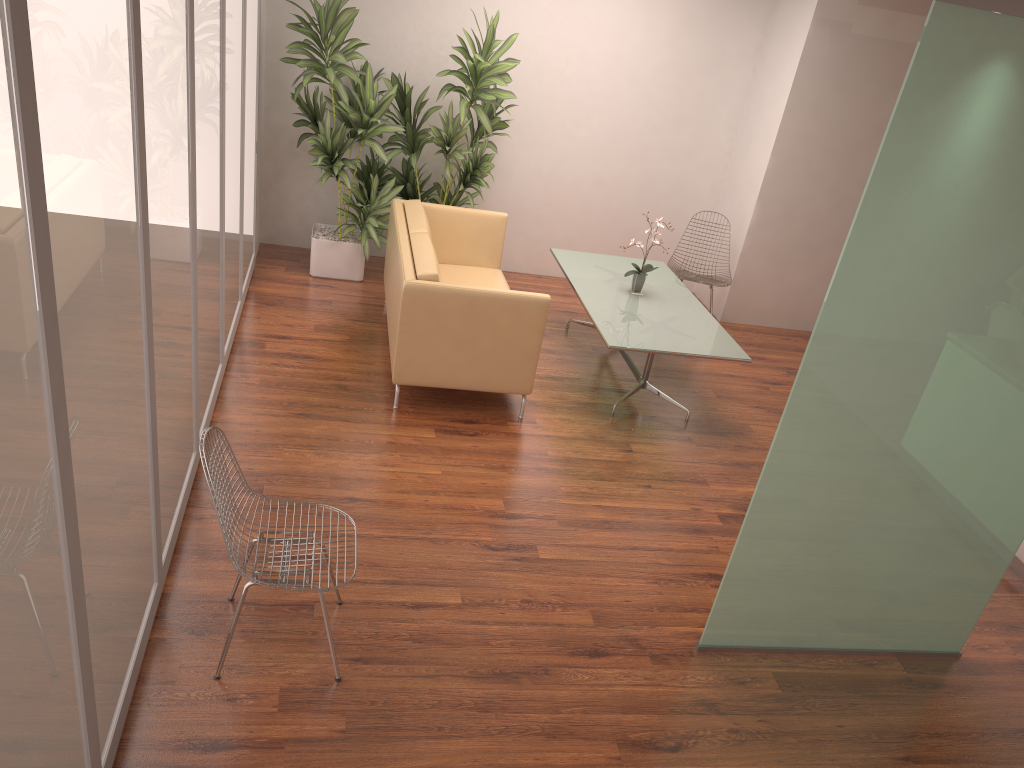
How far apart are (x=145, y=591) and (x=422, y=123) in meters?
4.6 m

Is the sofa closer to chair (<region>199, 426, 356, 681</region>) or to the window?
the window

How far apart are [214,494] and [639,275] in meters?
4.0

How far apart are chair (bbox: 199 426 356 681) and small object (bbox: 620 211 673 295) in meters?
3.5 m

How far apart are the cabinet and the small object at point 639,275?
2.82m

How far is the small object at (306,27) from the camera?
6.35m

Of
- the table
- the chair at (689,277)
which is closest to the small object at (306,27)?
the table

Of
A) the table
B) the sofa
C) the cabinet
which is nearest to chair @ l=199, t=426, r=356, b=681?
the sofa

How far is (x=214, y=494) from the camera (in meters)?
2.90

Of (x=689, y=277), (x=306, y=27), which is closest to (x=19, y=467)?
(x=306, y=27)
